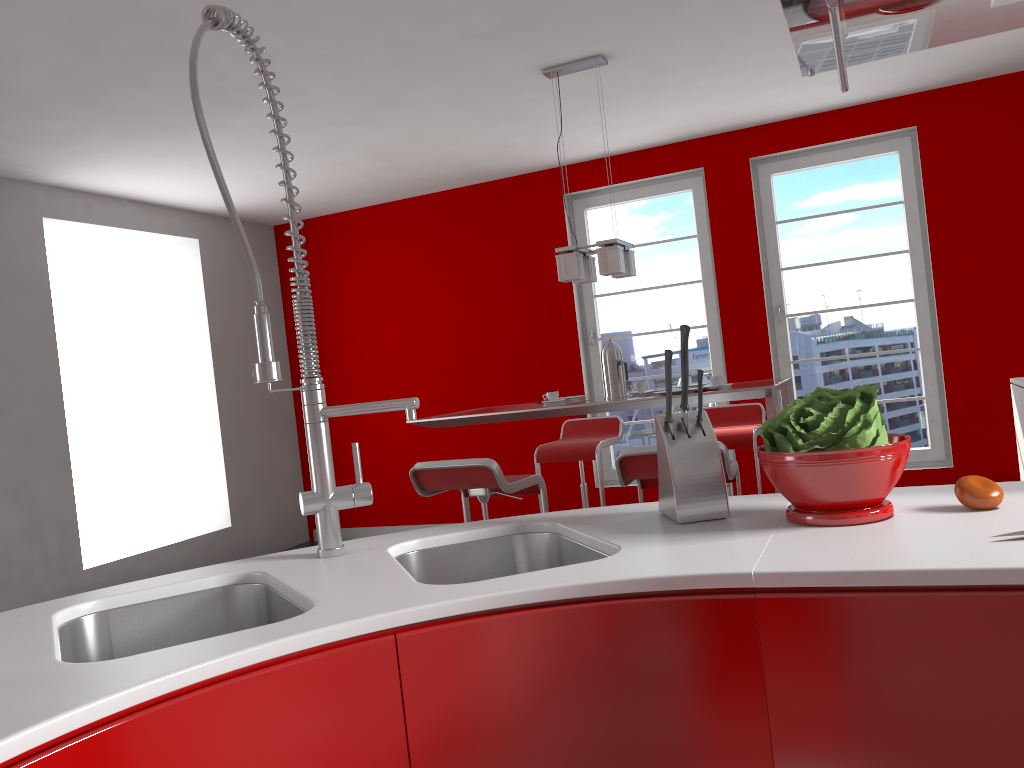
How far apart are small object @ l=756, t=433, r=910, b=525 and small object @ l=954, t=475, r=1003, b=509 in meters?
0.1

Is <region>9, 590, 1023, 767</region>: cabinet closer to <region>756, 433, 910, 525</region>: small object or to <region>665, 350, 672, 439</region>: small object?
<region>756, 433, 910, 525</region>: small object

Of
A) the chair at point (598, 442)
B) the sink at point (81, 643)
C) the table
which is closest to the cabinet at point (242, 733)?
the sink at point (81, 643)

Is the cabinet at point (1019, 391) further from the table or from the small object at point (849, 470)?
the small object at point (849, 470)

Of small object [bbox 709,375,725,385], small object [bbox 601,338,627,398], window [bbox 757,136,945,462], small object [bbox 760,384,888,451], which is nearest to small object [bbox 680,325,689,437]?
small object [bbox 760,384,888,451]

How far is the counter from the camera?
0.95m

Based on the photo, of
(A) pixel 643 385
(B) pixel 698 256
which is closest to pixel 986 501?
(A) pixel 643 385

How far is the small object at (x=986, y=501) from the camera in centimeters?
130cm

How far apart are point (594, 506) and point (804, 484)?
5.1m

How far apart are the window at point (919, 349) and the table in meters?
1.7
